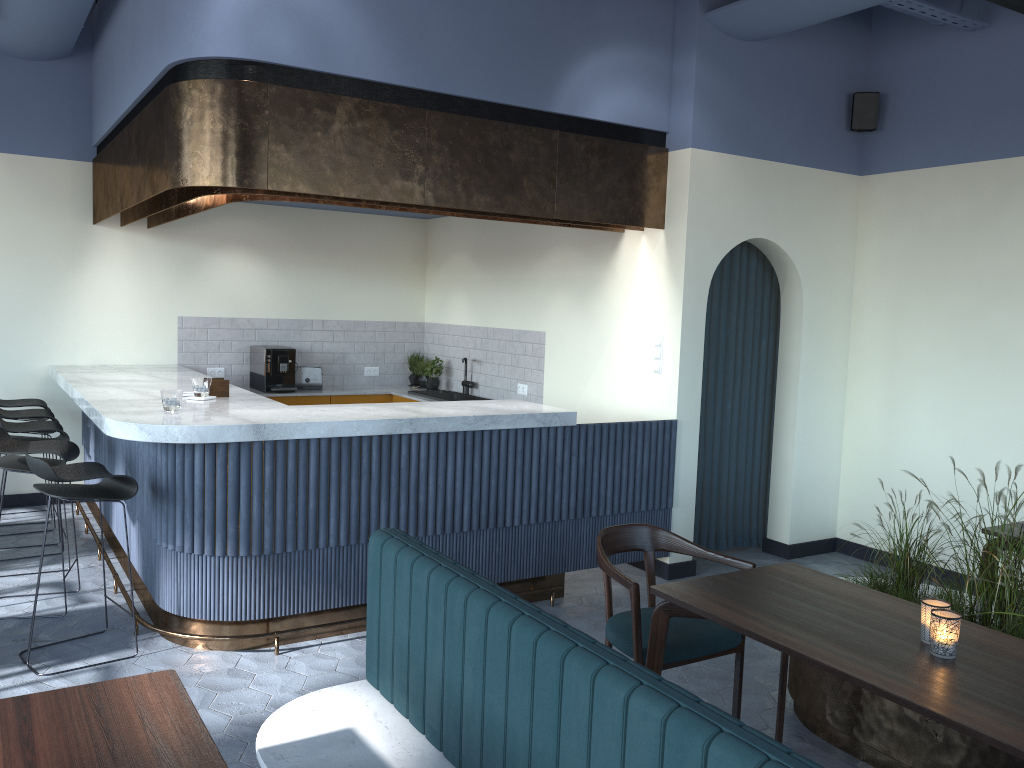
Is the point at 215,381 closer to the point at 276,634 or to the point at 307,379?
the point at 276,634

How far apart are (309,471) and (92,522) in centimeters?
308cm

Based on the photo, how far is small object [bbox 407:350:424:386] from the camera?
8.3m

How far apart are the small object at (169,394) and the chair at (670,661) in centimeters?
225cm

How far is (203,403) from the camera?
A: 4.8m

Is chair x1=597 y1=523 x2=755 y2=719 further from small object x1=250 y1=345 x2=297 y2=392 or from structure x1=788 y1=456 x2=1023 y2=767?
small object x1=250 y1=345 x2=297 y2=392

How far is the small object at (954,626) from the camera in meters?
2.4 m

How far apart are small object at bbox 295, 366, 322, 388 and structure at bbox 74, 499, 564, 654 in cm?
303

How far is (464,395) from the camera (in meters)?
7.55

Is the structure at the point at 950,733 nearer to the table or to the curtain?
the table
